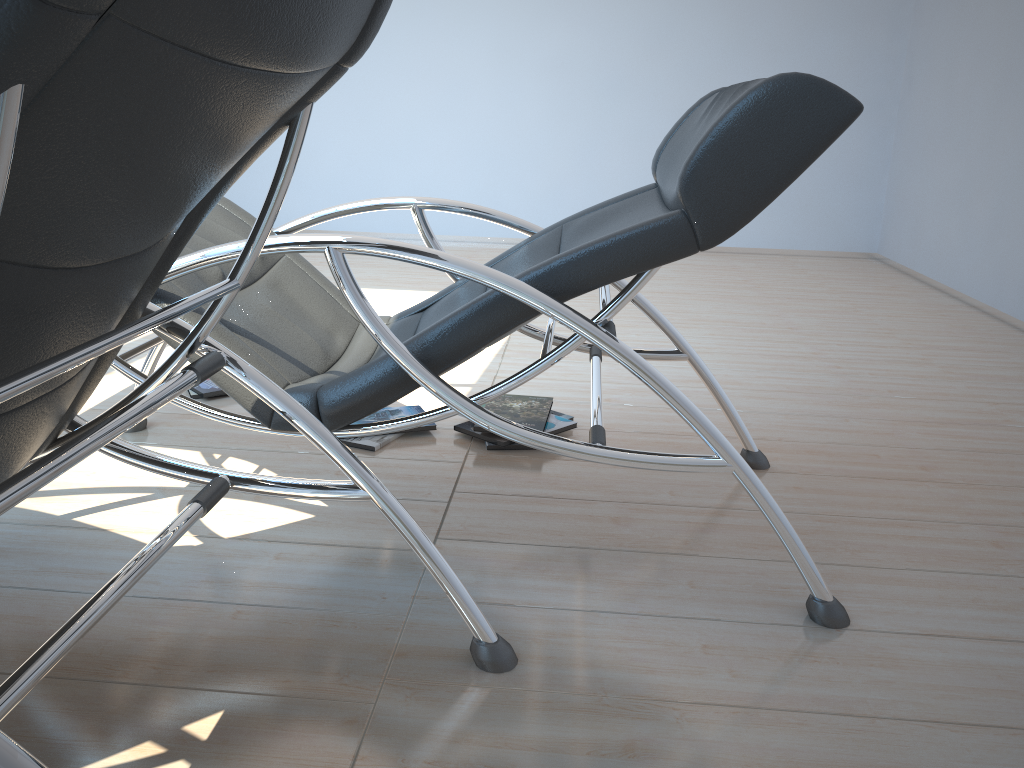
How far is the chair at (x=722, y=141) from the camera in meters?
1.4

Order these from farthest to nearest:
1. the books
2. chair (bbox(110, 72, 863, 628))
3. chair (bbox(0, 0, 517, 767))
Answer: the books → chair (bbox(110, 72, 863, 628)) → chair (bbox(0, 0, 517, 767))

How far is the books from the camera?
2.41m

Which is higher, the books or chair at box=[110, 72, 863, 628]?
chair at box=[110, 72, 863, 628]

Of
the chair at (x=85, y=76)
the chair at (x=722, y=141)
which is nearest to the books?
the chair at (x=722, y=141)

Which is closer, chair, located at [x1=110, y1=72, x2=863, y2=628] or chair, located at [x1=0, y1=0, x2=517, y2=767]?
chair, located at [x1=0, y1=0, x2=517, y2=767]

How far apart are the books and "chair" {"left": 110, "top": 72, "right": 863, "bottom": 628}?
0.3 meters

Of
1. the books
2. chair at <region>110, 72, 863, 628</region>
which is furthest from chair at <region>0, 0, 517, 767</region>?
the books

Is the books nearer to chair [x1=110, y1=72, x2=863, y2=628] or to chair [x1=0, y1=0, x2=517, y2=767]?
chair [x1=110, y1=72, x2=863, y2=628]

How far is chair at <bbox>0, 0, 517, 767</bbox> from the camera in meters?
0.6
